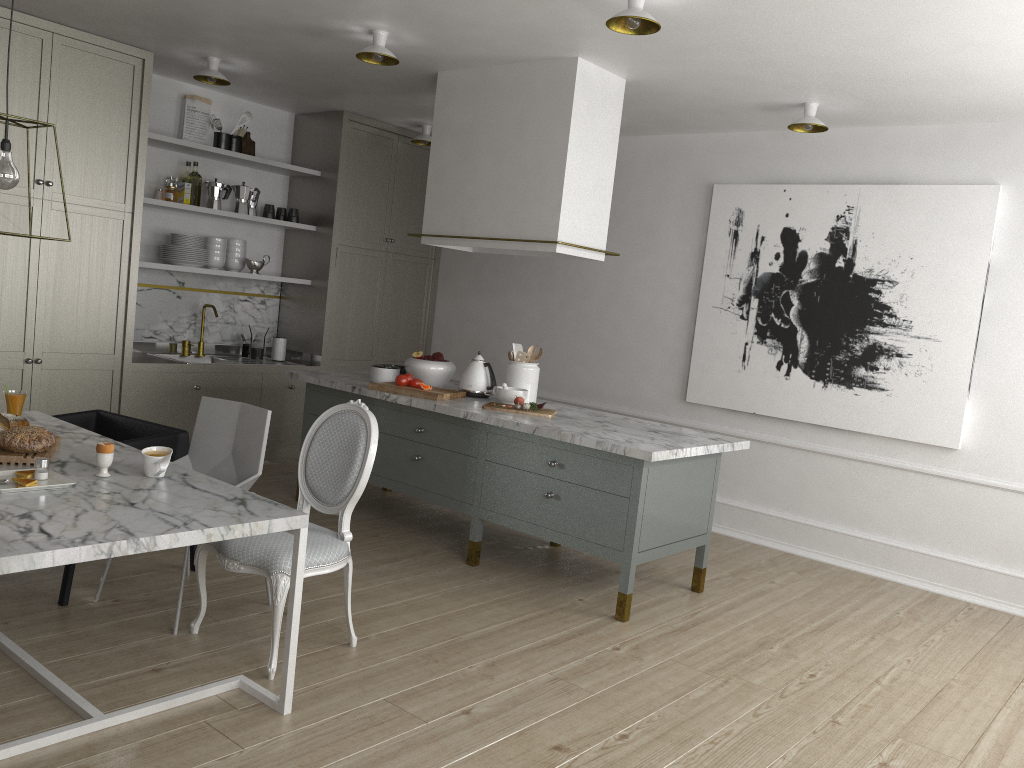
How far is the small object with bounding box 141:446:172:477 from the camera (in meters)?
2.65

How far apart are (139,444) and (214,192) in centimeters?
269cm

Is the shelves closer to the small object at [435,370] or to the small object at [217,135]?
the small object at [217,135]

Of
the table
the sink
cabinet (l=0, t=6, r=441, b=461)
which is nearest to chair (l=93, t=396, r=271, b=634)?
the table

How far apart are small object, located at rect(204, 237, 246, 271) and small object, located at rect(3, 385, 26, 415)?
2.90m

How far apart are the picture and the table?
3.3m

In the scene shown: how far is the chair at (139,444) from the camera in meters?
3.3 m

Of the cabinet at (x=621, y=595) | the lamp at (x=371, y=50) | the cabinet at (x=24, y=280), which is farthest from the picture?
the cabinet at (x=24, y=280)

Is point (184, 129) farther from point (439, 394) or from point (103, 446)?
point (103, 446)

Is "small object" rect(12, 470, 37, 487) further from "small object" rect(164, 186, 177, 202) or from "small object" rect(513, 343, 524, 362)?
"small object" rect(164, 186, 177, 202)
